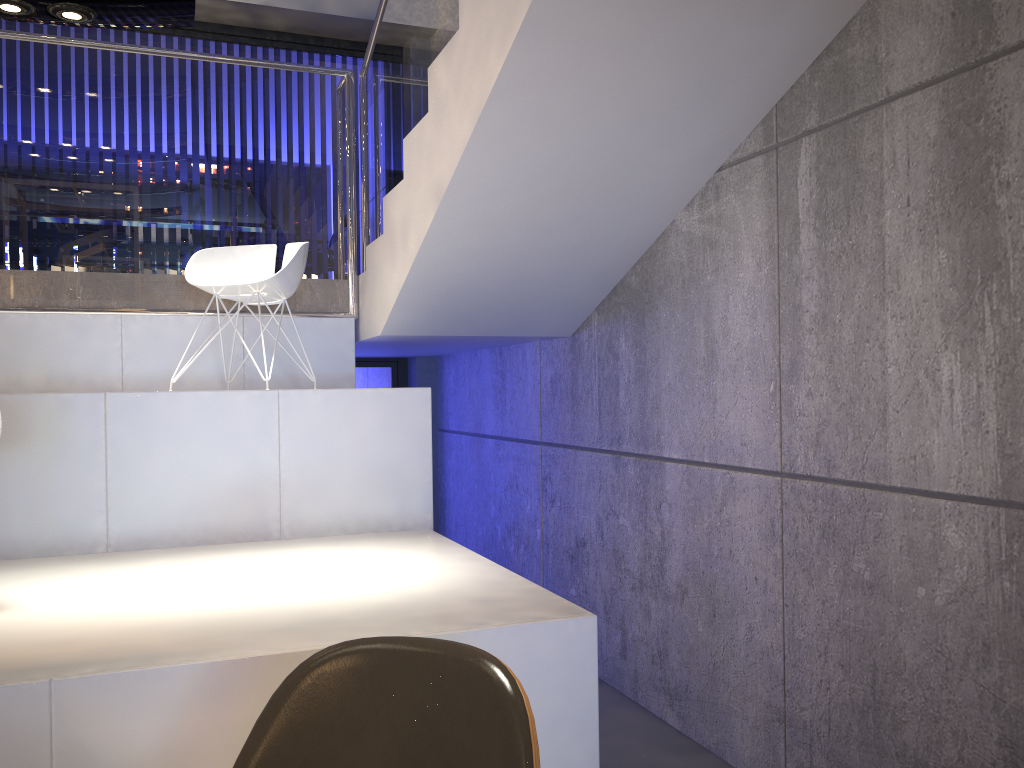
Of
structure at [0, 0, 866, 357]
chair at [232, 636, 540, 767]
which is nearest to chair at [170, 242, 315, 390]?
structure at [0, 0, 866, 357]

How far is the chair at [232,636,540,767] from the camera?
1.33m

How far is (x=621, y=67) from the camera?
A: 3.00m

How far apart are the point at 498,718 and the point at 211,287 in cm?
328

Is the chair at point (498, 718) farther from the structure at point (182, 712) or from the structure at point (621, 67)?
the structure at point (621, 67)

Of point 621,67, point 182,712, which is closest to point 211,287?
point 621,67

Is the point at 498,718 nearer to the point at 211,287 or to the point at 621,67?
the point at 621,67

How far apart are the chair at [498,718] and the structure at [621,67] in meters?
2.0 m

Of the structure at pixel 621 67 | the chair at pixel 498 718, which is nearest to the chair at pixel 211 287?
the structure at pixel 621 67

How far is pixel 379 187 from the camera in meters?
4.8
